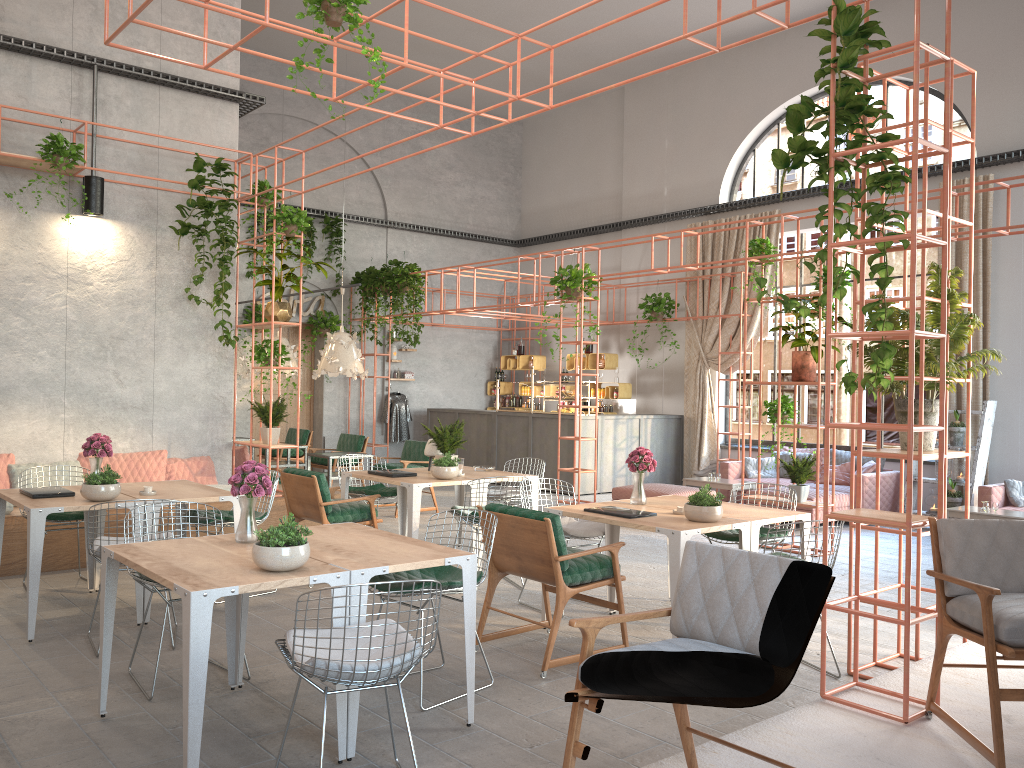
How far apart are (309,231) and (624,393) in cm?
616

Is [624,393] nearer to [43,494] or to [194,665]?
[43,494]

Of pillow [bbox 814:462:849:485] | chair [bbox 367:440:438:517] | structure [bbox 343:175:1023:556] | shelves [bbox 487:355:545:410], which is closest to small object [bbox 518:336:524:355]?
shelves [bbox 487:355:545:410]

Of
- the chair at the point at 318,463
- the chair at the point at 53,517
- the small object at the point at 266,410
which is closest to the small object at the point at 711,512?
the chair at the point at 53,517

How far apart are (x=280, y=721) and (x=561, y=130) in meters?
15.3

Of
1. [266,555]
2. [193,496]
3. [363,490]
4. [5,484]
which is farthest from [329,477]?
[266,555]

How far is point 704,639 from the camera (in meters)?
2.93

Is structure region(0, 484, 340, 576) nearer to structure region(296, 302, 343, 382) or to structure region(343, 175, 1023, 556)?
structure region(343, 175, 1023, 556)

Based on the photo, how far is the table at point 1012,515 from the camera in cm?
901

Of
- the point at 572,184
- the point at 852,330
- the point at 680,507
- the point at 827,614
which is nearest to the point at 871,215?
the point at 852,330
